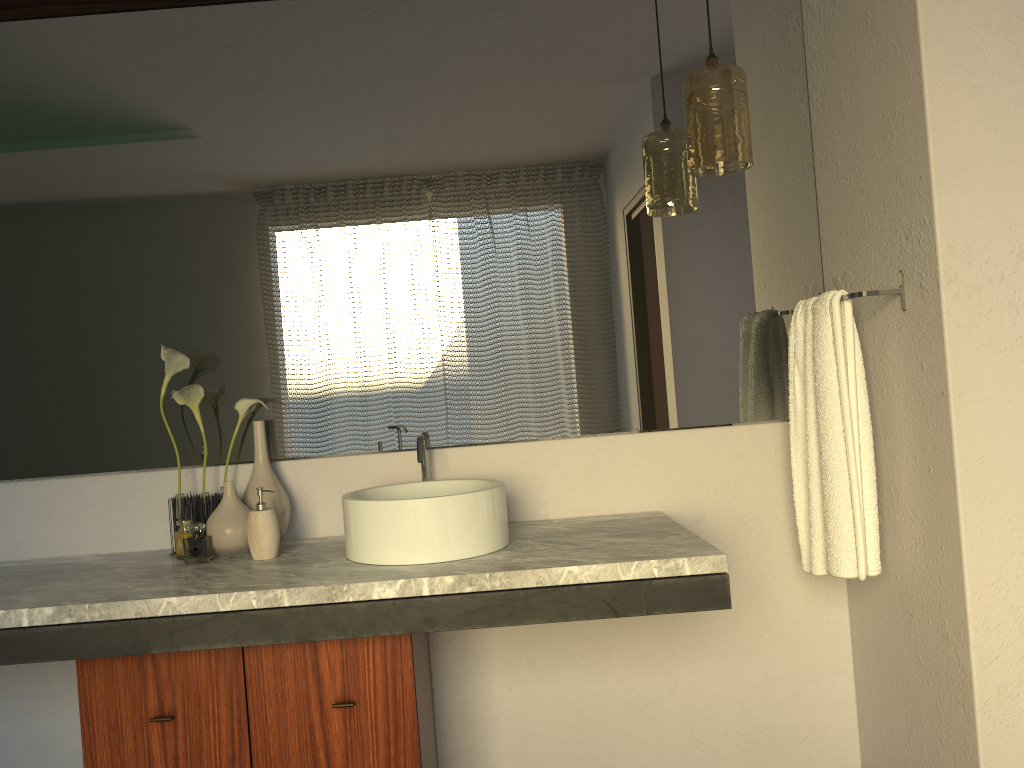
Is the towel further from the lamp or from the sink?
the sink

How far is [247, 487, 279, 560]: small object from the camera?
1.9m

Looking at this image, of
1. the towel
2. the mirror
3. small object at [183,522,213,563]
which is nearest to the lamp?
the mirror

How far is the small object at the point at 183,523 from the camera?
1.99m

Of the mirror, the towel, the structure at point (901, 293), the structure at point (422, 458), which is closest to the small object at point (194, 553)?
the mirror

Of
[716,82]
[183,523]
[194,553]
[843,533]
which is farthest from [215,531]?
[194,553]

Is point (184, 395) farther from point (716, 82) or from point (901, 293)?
point (901, 293)

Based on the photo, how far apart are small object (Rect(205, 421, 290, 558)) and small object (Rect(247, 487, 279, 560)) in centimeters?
5cm

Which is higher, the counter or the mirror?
the mirror

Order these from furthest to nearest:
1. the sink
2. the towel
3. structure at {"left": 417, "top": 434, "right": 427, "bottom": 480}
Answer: structure at {"left": 417, "top": 434, "right": 427, "bottom": 480}
the towel
the sink
